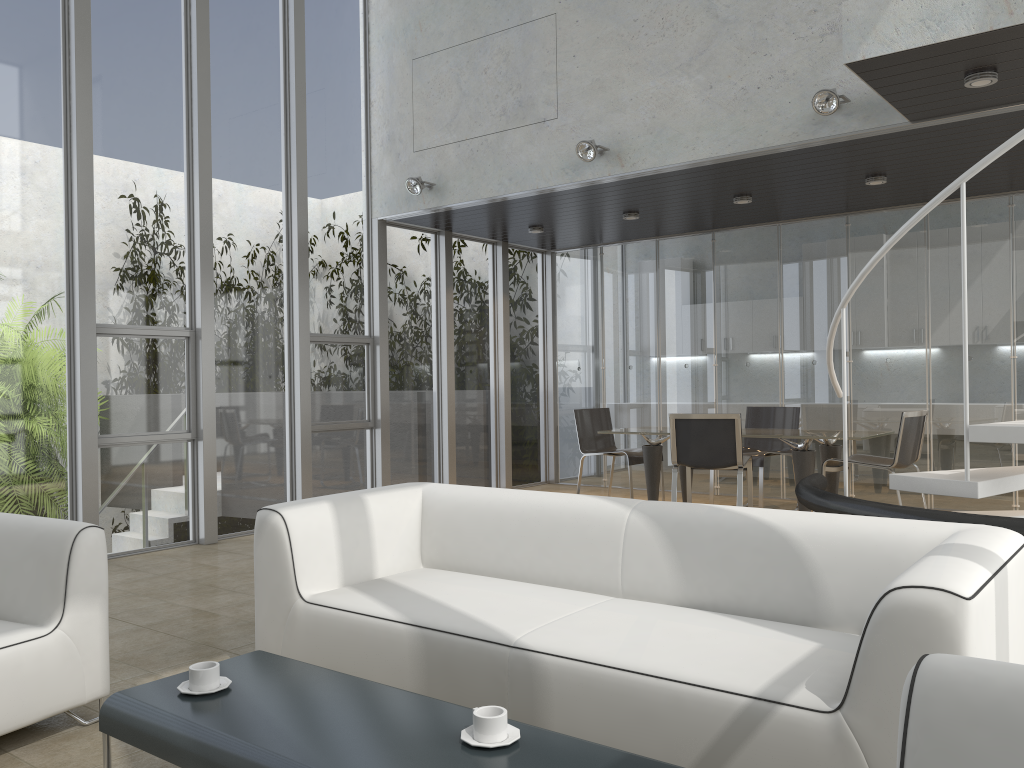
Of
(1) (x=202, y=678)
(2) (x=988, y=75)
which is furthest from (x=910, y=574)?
(2) (x=988, y=75)

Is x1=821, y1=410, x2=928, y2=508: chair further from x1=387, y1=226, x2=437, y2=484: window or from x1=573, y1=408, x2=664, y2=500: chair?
x1=387, y1=226, x2=437, y2=484: window

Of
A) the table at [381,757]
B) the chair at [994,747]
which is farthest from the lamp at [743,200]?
the chair at [994,747]

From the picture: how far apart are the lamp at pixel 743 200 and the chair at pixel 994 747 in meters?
6.3

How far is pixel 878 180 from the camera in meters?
6.7 m

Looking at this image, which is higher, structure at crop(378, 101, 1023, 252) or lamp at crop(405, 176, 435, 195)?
lamp at crop(405, 176, 435, 195)

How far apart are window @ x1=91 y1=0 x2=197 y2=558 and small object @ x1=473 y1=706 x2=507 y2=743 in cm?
496

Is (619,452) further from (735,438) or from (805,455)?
(805,455)

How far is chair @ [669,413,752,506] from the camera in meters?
6.7 m

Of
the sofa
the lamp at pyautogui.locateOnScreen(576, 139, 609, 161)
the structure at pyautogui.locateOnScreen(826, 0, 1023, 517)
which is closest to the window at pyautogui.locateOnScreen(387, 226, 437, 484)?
the lamp at pyautogui.locateOnScreen(576, 139, 609, 161)
